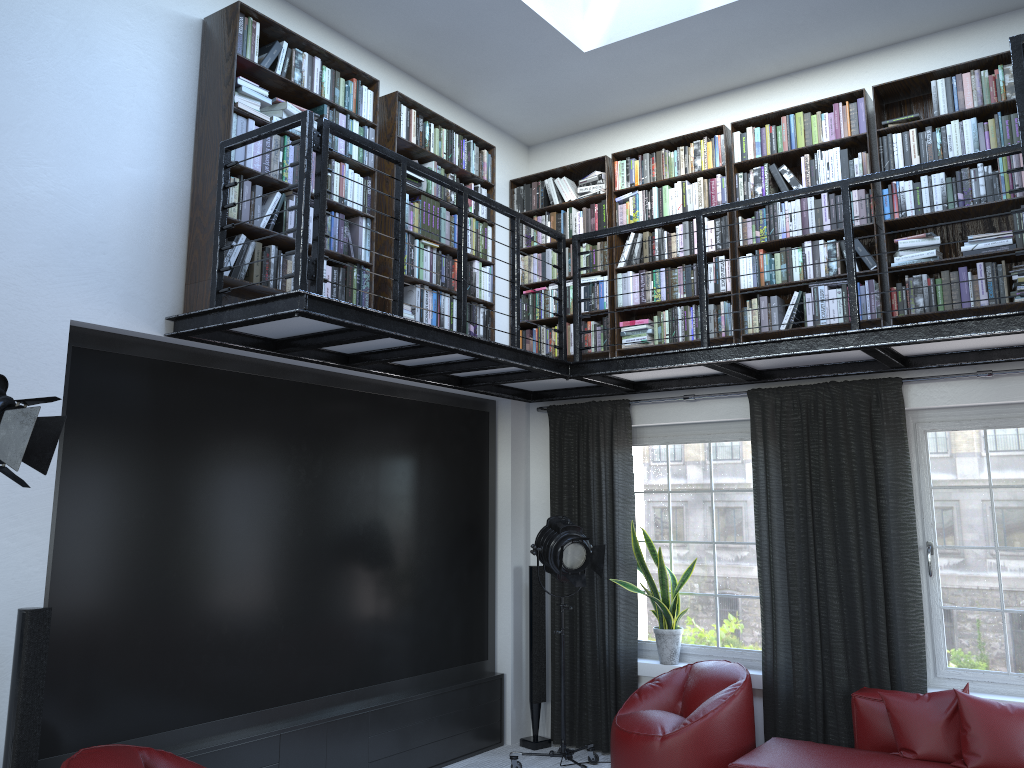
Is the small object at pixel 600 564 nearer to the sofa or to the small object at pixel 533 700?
the small object at pixel 533 700

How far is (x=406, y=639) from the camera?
5.67m

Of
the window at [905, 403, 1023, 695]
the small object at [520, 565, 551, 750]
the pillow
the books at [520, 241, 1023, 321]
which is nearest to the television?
the small object at [520, 565, 551, 750]

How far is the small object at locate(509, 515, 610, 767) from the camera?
5.5 meters

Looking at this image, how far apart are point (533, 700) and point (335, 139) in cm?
397

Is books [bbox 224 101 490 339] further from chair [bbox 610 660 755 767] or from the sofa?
the sofa

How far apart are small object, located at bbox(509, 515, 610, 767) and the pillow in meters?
1.7 m

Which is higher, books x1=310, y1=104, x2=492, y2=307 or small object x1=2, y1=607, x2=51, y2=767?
books x1=310, y1=104, x2=492, y2=307

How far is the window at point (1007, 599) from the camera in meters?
5.0 m

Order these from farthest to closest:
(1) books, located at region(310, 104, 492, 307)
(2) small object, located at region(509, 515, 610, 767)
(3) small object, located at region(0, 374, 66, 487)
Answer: (2) small object, located at region(509, 515, 610, 767), (1) books, located at region(310, 104, 492, 307), (3) small object, located at region(0, 374, 66, 487)
